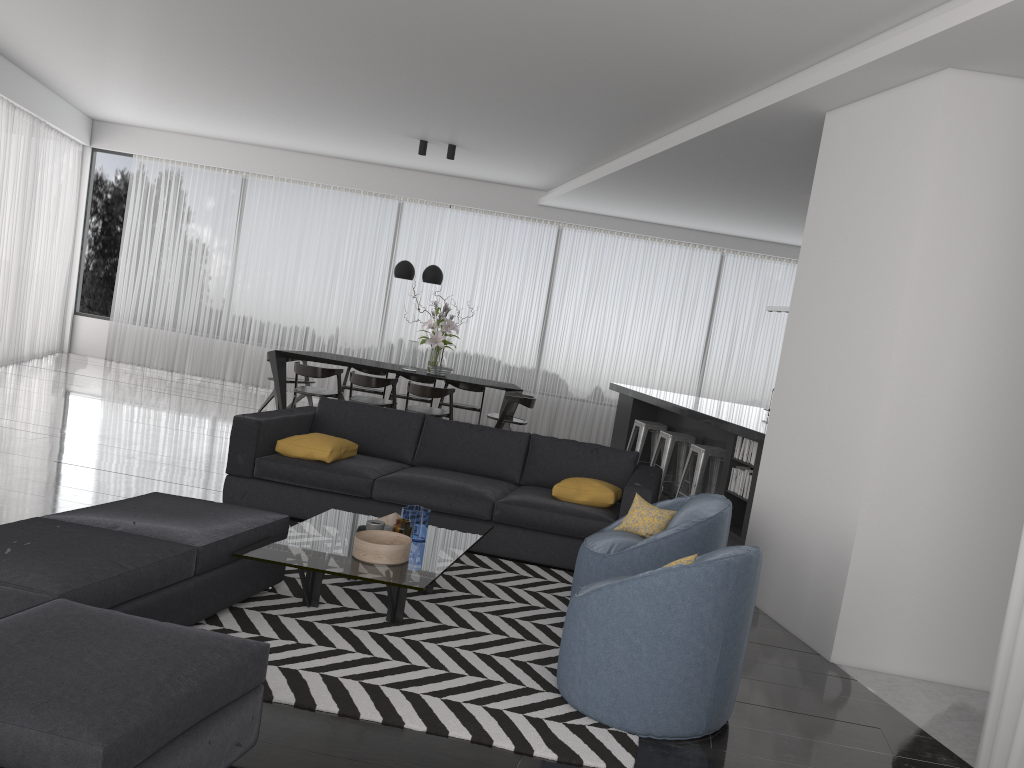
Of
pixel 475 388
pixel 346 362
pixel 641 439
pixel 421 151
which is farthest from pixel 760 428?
pixel 421 151

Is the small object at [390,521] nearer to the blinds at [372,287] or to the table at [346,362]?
the table at [346,362]

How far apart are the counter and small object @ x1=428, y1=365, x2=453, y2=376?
1.9 meters

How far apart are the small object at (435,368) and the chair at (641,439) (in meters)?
2.11

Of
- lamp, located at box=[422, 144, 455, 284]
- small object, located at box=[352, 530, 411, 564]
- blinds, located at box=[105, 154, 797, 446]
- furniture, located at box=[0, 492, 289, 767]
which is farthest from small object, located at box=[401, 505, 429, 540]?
blinds, located at box=[105, 154, 797, 446]

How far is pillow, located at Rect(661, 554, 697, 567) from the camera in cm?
345

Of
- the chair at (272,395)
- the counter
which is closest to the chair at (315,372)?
the chair at (272,395)

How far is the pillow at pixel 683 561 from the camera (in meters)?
3.45

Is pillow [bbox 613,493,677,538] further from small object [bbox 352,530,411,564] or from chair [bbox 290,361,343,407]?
chair [bbox 290,361,343,407]

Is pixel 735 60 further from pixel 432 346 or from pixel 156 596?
pixel 432 346
